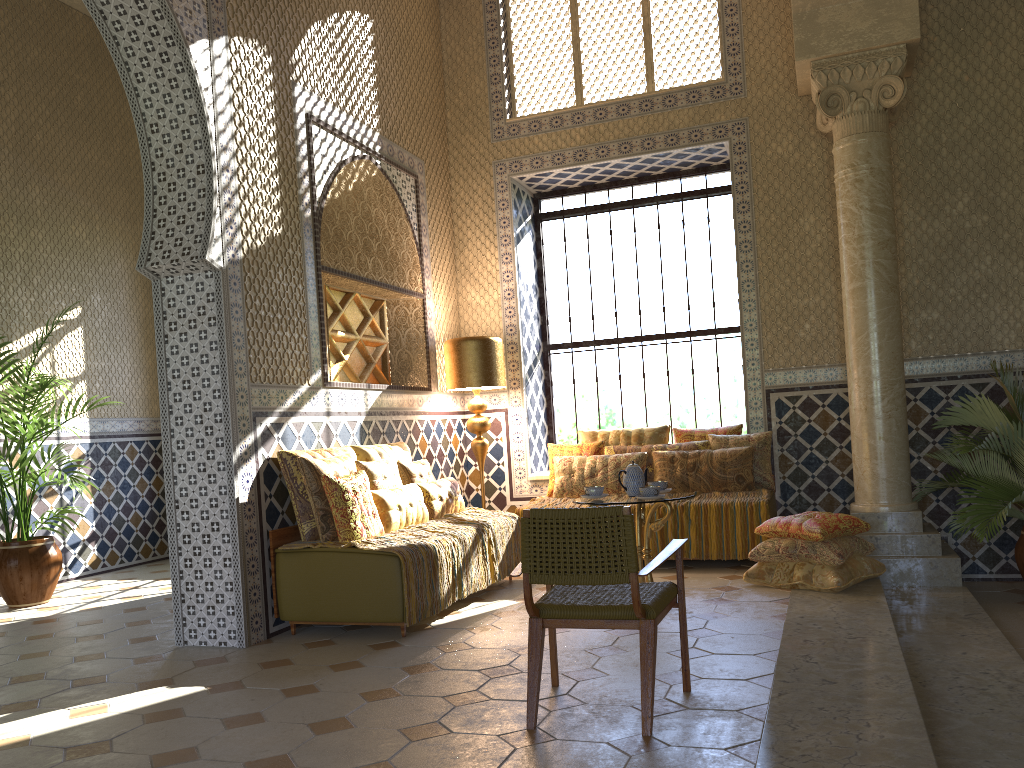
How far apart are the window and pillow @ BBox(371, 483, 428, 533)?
4.1 meters

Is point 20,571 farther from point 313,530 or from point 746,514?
point 746,514

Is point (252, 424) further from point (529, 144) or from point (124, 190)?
Answer: point (124, 190)

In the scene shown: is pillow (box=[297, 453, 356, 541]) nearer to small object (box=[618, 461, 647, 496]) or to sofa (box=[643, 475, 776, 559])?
small object (box=[618, 461, 647, 496])

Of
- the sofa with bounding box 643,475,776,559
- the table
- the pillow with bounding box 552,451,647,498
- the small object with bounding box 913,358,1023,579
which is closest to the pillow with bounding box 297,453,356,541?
the table

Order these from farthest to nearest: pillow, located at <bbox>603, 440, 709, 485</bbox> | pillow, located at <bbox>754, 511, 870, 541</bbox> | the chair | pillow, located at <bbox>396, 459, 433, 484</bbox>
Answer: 1. pillow, located at <bbox>603, 440, 709, 485</bbox>
2. pillow, located at <bbox>396, 459, 433, 484</bbox>
3. pillow, located at <bbox>754, 511, 870, 541</bbox>
4. the chair

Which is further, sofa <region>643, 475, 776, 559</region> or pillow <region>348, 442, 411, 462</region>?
sofa <region>643, 475, 776, 559</region>

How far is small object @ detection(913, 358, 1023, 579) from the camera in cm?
785

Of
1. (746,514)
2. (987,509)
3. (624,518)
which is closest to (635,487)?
(746,514)

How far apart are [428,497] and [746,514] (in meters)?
3.36
